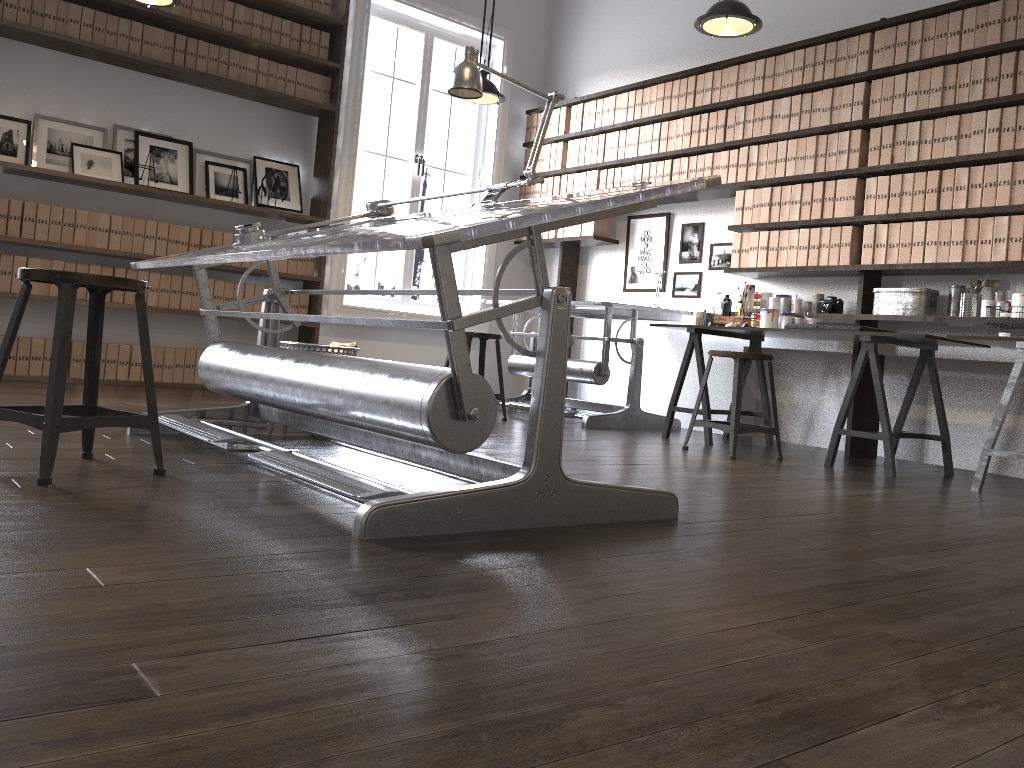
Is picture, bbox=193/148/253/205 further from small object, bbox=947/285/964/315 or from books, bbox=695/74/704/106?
small object, bbox=947/285/964/315

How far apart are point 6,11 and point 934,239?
5.3m

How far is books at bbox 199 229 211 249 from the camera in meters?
5.8

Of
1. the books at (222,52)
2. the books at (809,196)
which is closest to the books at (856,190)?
the books at (809,196)

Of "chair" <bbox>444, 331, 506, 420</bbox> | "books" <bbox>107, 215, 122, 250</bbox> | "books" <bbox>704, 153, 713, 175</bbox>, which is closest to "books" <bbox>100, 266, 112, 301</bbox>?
"books" <bbox>107, 215, 122, 250</bbox>

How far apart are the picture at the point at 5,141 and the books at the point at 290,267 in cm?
171

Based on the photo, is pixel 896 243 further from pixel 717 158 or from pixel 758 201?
pixel 717 158

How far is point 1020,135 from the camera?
4.3 meters

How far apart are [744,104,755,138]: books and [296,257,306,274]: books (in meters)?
3.14

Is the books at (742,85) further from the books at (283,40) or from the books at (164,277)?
the books at (164,277)
